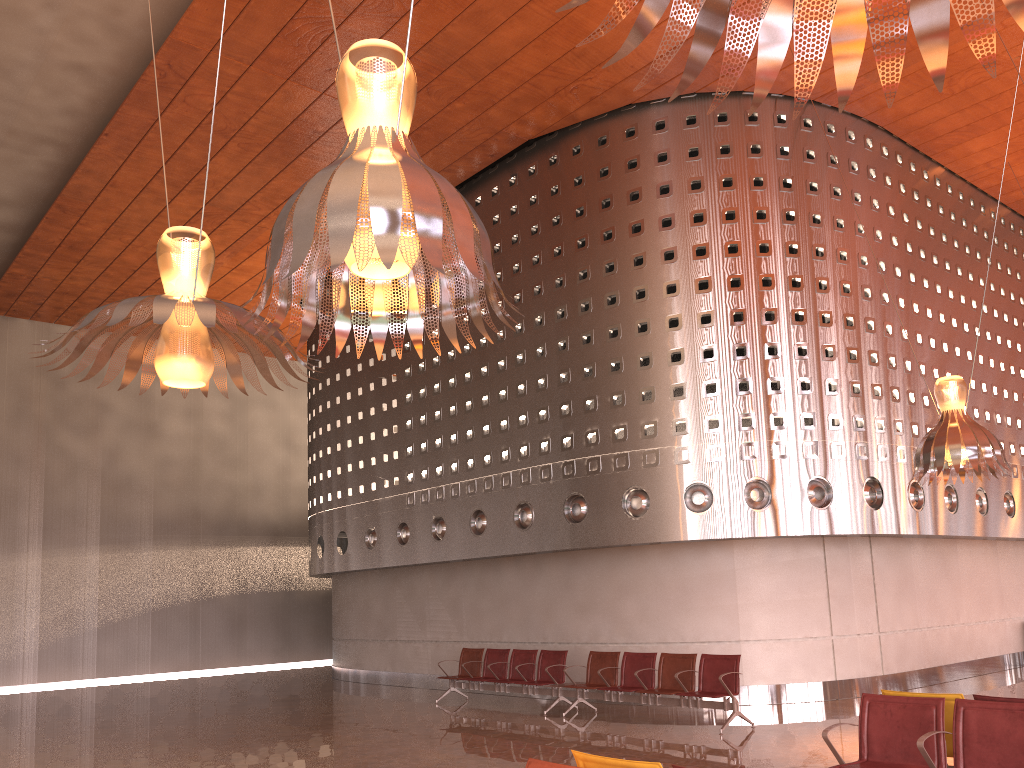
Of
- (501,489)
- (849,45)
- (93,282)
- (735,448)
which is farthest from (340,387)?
(849,45)

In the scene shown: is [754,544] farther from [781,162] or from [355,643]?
[355,643]
